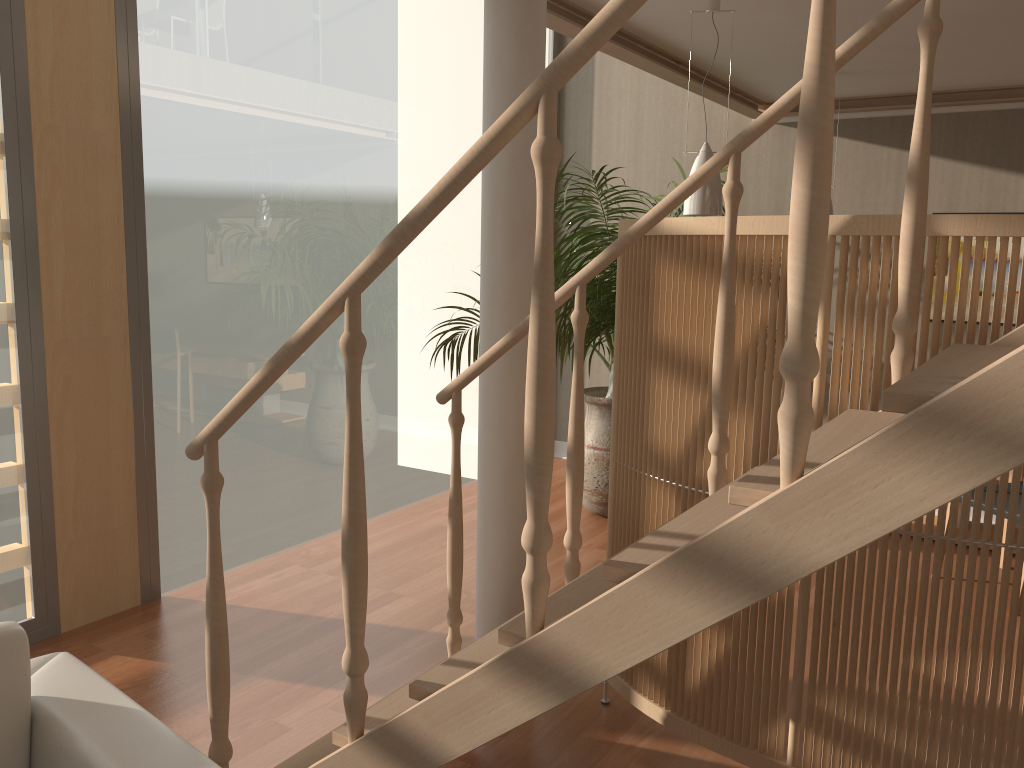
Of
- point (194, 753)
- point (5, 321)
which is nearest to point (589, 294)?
point (5, 321)

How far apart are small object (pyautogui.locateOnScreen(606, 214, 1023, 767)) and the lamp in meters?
0.5 m

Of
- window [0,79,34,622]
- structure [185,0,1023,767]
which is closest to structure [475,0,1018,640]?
structure [185,0,1023,767]

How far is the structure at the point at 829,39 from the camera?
1.2 meters

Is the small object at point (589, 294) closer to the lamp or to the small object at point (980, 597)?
the lamp

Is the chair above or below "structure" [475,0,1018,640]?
below

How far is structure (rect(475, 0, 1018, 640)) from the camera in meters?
2.8

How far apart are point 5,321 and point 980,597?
3.26m

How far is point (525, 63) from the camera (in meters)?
2.78

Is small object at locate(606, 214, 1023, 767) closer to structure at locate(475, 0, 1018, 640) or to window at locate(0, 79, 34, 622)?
structure at locate(475, 0, 1018, 640)
